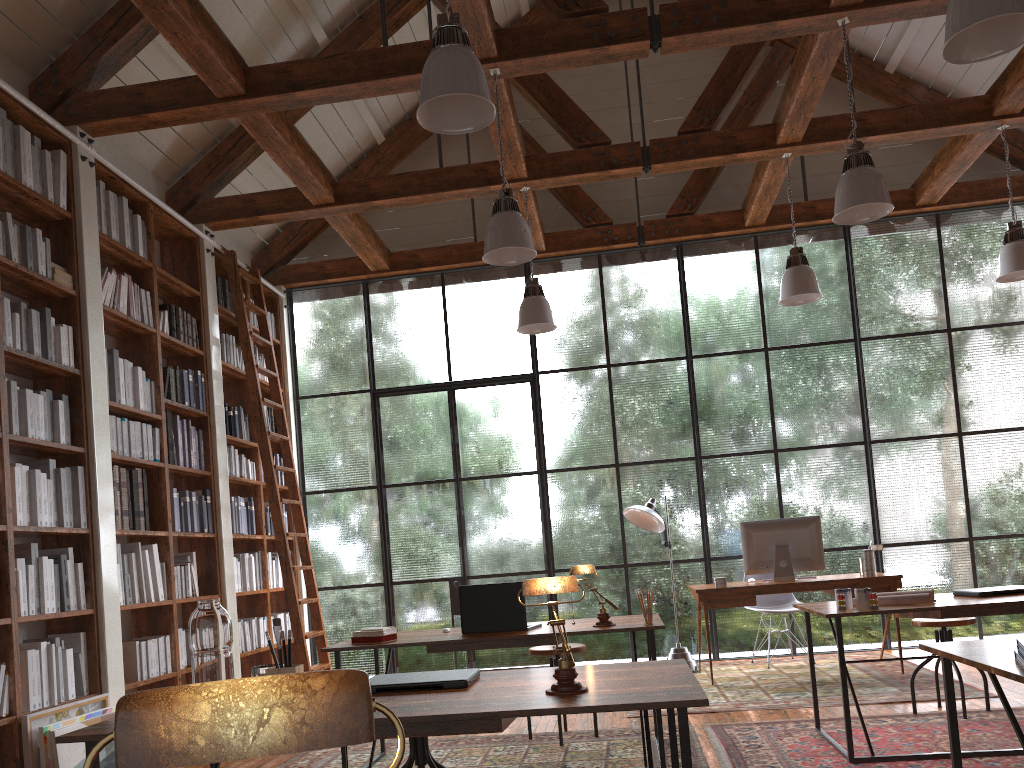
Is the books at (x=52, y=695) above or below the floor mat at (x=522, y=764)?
above

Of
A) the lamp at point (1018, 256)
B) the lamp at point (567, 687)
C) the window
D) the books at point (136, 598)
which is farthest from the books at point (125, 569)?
the lamp at point (1018, 256)

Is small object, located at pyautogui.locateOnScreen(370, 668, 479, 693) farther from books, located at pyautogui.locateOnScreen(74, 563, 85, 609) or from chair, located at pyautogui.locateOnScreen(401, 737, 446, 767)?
books, located at pyautogui.locateOnScreen(74, 563, 85, 609)

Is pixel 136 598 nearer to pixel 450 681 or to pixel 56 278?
pixel 56 278

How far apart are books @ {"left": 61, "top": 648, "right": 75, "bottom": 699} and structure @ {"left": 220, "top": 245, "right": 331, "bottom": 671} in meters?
2.0 m

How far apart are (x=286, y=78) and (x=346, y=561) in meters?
4.2 m

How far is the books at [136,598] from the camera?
5.13m

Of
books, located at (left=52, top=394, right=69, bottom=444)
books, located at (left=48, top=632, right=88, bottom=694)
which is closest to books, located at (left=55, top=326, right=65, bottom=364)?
books, located at (left=52, top=394, right=69, bottom=444)

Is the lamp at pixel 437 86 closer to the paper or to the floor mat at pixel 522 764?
the paper

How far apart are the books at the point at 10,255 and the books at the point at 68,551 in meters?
1.5 m
